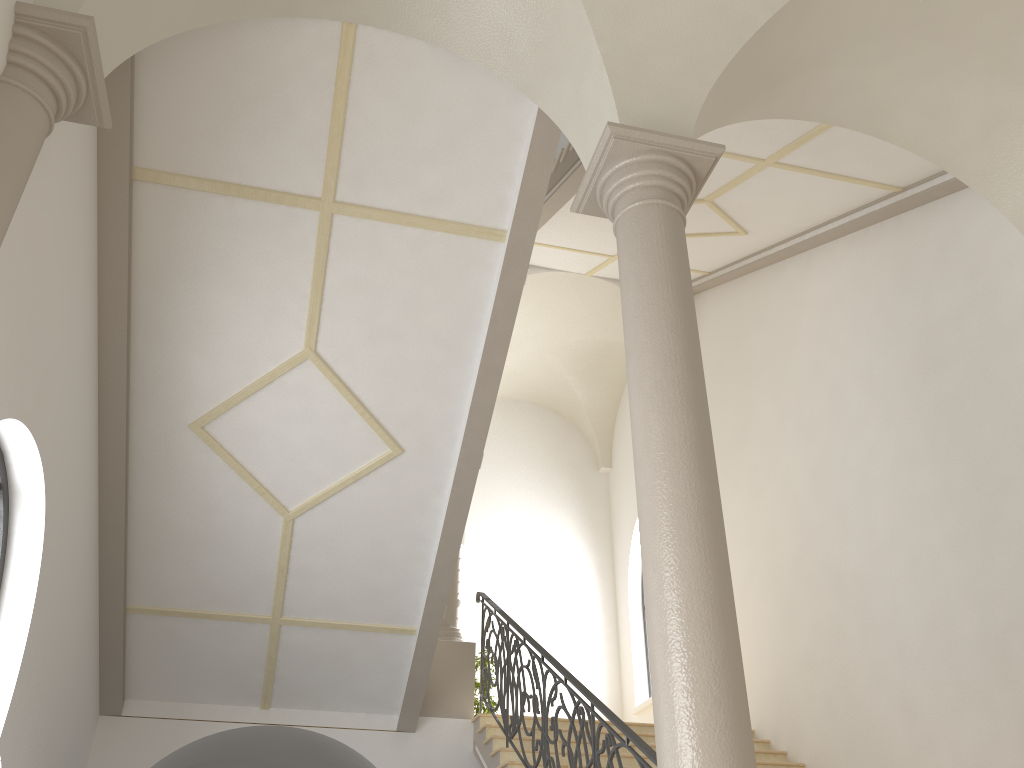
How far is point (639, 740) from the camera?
5.1 meters

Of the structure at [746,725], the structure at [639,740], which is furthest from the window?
the structure at [746,725]

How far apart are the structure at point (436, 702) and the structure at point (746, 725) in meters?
5.8

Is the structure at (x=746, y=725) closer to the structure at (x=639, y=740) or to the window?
the structure at (x=639, y=740)

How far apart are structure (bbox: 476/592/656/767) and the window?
3.78m

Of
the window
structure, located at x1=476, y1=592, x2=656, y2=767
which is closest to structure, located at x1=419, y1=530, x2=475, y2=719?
structure, located at x1=476, y1=592, x2=656, y2=767

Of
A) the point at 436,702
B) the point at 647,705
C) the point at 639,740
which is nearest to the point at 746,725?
the point at 639,740

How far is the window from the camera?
12.2 meters

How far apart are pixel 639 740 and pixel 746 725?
1.82m

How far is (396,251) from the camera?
6.5m
